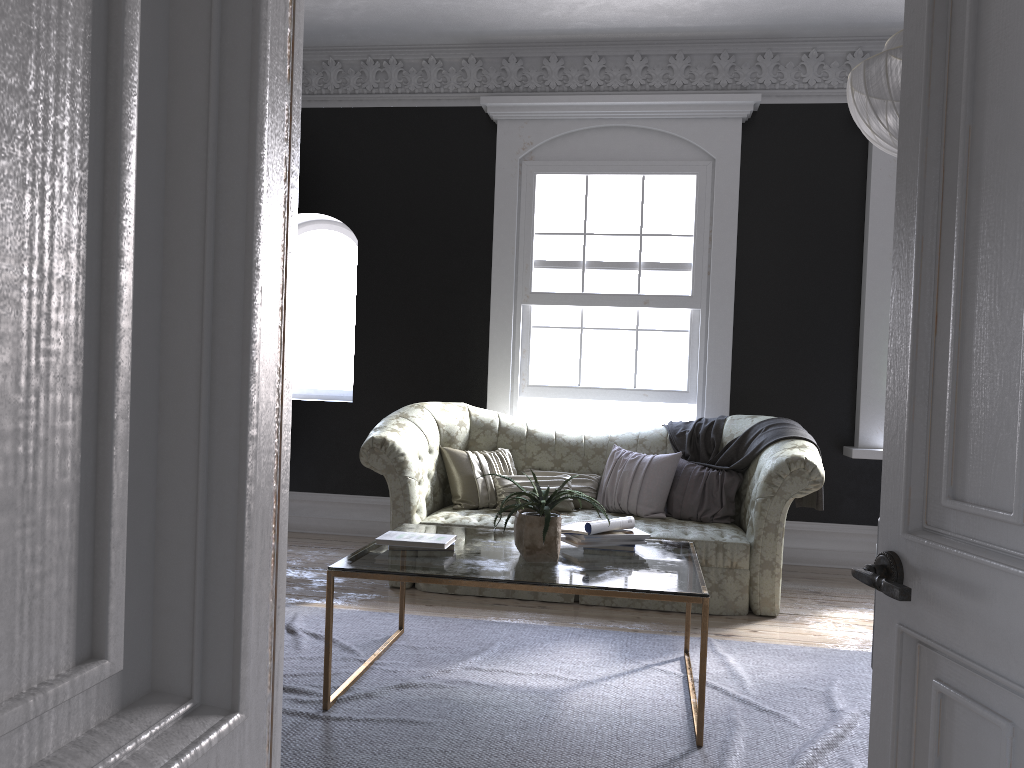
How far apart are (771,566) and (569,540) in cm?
169

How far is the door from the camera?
1.4 meters

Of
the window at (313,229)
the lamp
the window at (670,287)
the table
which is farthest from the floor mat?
the window at (313,229)

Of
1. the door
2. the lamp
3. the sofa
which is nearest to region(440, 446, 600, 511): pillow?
the sofa

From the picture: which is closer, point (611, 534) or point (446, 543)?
point (446, 543)

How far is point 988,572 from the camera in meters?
1.4

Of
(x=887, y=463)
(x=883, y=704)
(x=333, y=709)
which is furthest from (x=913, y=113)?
(x=333, y=709)

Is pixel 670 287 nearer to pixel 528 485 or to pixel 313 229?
pixel 528 485

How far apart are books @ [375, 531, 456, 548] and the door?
2.3m

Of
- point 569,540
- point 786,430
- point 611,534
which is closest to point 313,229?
point 786,430
